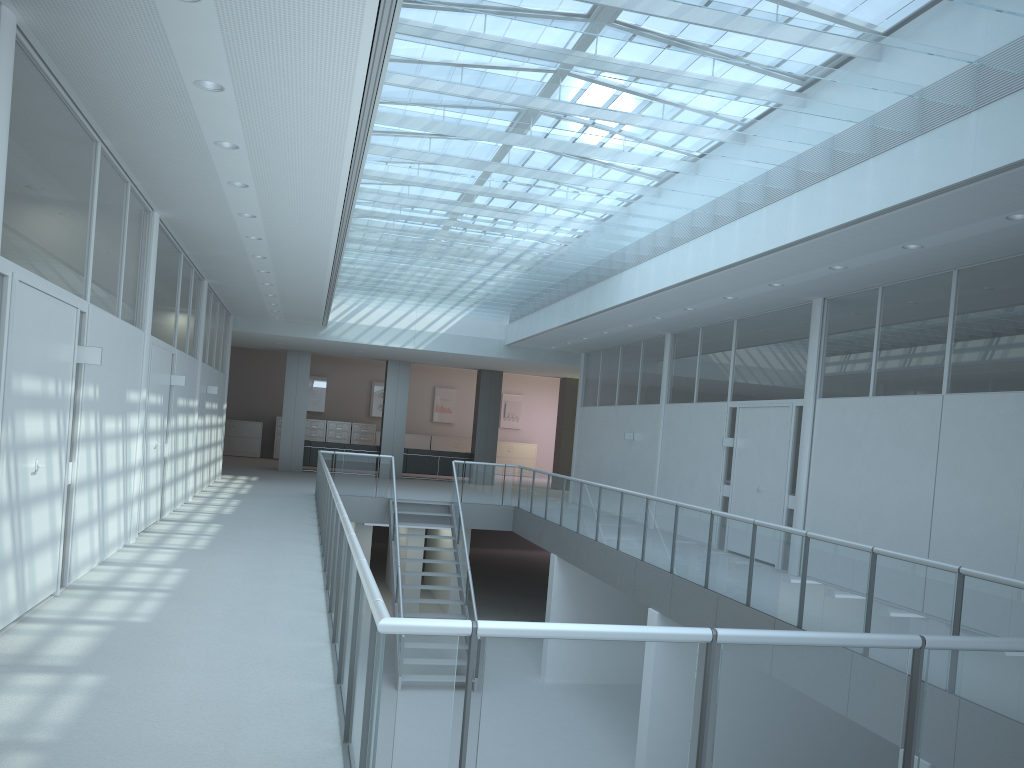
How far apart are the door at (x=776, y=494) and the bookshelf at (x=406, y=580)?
7.01m

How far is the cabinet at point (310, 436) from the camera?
25.5m

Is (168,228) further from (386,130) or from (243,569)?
(243,569)

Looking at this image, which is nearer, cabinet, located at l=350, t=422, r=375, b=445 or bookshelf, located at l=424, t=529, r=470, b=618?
bookshelf, located at l=424, t=529, r=470, b=618

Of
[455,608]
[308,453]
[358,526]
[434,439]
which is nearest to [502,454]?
[434,439]

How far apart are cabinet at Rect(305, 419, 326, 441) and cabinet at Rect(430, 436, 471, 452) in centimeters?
328cm

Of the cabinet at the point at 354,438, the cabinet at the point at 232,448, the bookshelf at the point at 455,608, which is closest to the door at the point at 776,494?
the bookshelf at the point at 455,608

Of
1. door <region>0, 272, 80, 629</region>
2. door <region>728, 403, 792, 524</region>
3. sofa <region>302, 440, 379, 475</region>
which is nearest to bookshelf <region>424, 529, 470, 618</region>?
sofa <region>302, 440, 379, 475</region>

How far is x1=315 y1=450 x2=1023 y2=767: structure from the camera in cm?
254

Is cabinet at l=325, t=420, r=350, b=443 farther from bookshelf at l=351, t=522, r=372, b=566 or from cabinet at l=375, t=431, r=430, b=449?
bookshelf at l=351, t=522, r=372, b=566
